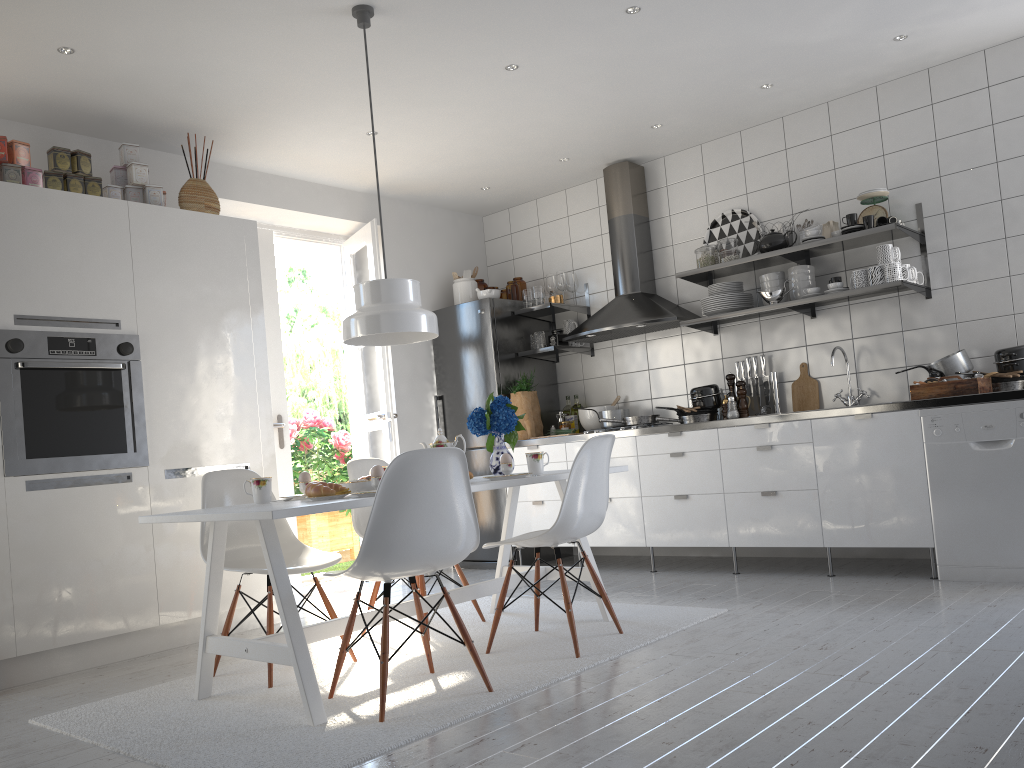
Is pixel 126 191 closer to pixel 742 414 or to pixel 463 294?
pixel 463 294

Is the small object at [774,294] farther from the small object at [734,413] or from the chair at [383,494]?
the chair at [383,494]

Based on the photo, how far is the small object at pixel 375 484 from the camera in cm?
297

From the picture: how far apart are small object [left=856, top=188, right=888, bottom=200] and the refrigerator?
2.3 meters

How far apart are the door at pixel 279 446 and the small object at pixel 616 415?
2.0 meters

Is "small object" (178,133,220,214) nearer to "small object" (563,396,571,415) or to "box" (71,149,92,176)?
"box" (71,149,92,176)

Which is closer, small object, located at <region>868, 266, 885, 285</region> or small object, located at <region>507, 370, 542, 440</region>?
small object, located at <region>868, 266, 885, 285</region>

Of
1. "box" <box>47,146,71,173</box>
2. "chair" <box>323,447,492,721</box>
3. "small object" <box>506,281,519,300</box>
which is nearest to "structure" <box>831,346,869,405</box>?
"small object" <box>506,281,519,300</box>

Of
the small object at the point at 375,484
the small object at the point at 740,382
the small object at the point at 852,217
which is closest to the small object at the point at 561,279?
the small object at the point at 740,382

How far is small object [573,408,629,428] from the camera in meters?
5.6
